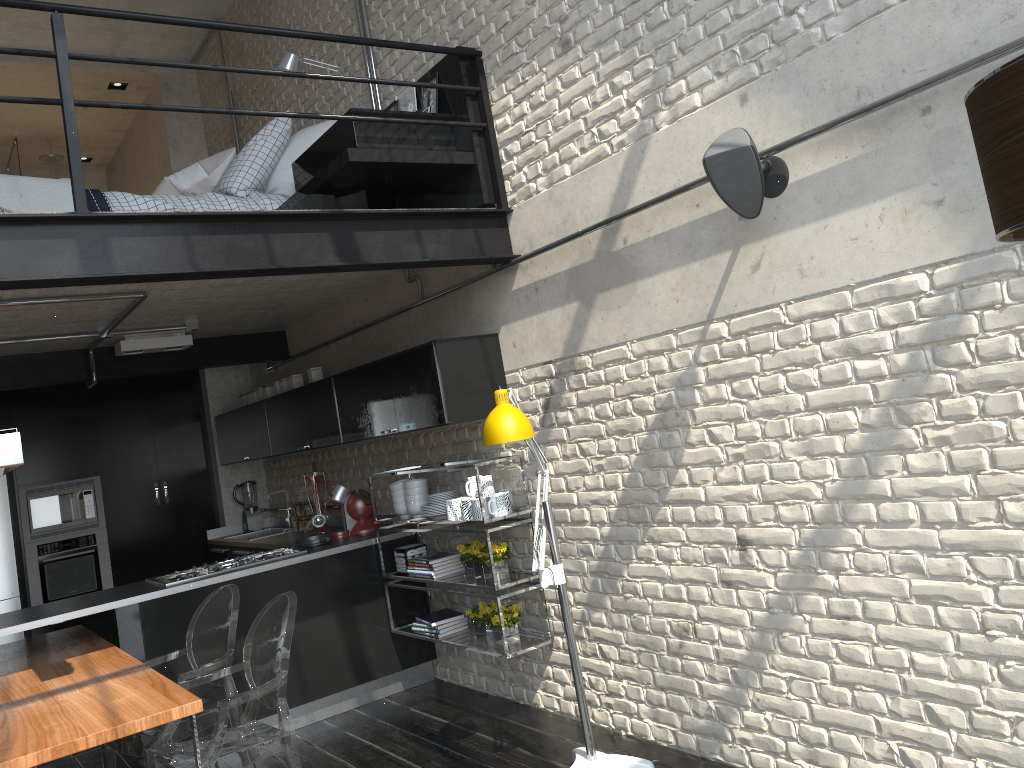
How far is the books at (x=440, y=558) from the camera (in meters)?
4.92

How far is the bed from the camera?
4.16m

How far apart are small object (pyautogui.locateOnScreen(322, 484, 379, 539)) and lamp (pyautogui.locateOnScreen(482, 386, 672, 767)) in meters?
2.3

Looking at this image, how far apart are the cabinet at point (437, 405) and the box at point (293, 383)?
0.1m

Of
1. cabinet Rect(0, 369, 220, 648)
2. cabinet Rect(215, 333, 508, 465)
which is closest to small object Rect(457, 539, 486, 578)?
cabinet Rect(215, 333, 508, 465)

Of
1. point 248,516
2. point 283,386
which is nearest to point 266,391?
point 283,386

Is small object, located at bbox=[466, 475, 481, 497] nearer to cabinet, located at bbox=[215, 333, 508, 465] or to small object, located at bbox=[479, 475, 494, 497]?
small object, located at bbox=[479, 475, 494, 497]

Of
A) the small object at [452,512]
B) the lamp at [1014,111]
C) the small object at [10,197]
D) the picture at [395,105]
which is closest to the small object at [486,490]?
the small object at [452,512]

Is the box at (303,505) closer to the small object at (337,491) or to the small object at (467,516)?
the small object at (337,491)

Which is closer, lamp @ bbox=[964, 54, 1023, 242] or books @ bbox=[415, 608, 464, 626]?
lamp @ bbox=[964, 54, 1023, 242]
